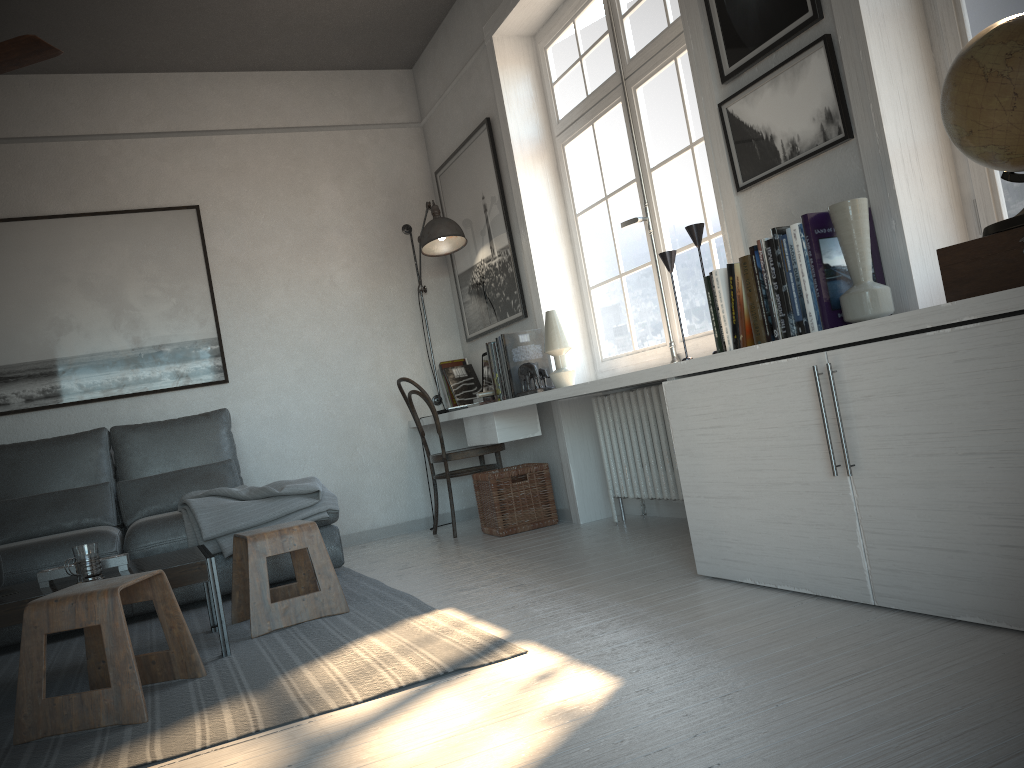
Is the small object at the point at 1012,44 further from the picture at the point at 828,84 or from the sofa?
the sofa

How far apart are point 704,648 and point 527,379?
2.3m

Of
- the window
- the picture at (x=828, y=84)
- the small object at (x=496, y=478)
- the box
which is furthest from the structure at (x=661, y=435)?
the box

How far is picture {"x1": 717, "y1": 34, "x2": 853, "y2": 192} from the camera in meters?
2.5 m

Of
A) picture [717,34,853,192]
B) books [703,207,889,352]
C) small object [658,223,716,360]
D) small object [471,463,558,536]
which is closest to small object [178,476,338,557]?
small object [471,463,558,536]

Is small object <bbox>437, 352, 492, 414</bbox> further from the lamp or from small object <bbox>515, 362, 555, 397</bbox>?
small object <bbox>515, 362, 555, 397</bbox>

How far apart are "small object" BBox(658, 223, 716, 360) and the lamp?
2.0 meters

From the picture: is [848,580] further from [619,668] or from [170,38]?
[170,38]

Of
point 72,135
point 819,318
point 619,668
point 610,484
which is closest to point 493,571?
point 610,484

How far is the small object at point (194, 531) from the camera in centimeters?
384cm
